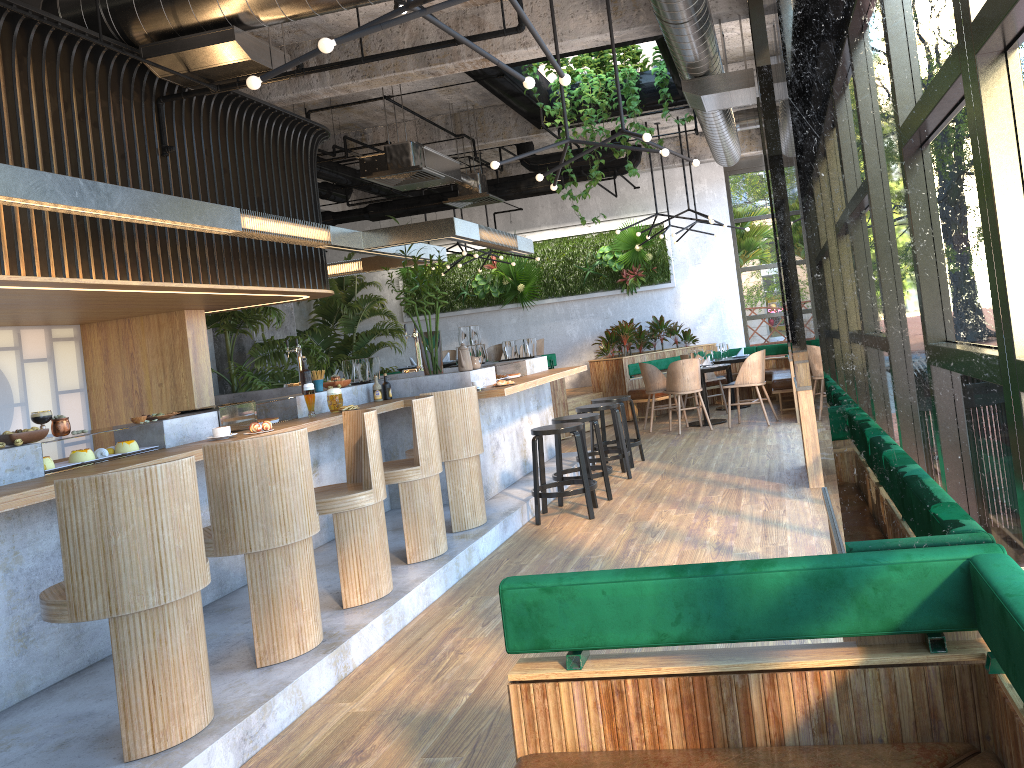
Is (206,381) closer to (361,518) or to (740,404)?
(361,518)

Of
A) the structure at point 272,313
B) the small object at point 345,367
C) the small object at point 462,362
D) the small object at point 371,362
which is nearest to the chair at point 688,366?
the small object at point 462,362

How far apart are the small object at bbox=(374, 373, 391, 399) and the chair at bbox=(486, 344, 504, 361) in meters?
5.4

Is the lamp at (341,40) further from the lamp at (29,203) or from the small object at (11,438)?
Answer: the small object at (11,438)

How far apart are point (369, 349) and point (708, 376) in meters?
5.7

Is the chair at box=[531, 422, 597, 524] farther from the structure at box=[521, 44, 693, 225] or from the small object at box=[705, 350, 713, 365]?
the small object at box=[705, 350, 713, 365]

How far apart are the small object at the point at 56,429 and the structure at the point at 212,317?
7.0m

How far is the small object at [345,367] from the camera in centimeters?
726cm

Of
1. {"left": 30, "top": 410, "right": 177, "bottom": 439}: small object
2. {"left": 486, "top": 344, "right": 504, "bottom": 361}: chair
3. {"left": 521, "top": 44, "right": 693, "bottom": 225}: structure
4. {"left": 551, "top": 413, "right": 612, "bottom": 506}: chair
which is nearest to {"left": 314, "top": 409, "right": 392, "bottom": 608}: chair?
{"left": 30, "top": 410, "right": 177, "bottom": 439}: small object

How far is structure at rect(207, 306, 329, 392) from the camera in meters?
10.5 m
